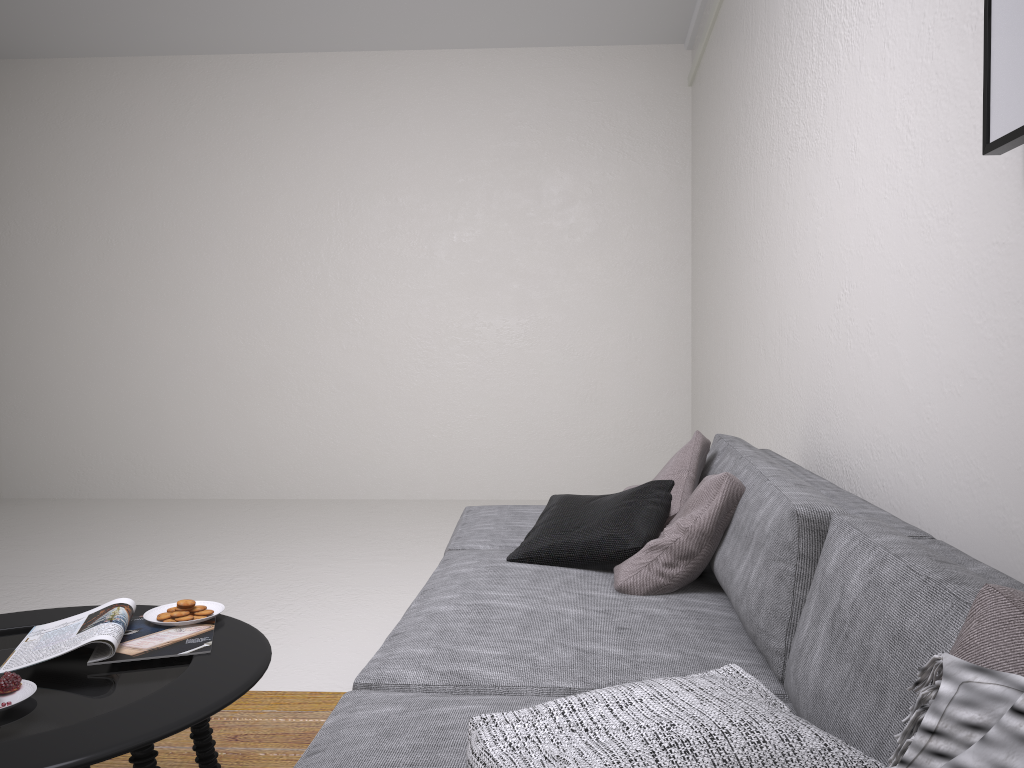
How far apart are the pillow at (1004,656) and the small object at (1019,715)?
0.0 meters

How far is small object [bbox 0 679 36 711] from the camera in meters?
1.5 m

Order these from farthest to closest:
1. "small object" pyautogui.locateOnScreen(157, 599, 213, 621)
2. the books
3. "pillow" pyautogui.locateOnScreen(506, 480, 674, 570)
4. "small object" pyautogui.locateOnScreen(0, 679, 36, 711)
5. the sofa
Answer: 1. "pillow" pyautogui.locateOnScreen(506, 480, 674, 570)
2. "small object" pyautogui.locateOnScreen(157, 599, 213, 621)
3. the books
4. "small object" pyautogui.locateOnScreen(0, 679, 36, 711)
5. the sofa

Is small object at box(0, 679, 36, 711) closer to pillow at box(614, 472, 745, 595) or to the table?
the table

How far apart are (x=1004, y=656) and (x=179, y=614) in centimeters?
173cm

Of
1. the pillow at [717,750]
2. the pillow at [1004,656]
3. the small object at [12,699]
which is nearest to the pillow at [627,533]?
the pillow at [717,750]

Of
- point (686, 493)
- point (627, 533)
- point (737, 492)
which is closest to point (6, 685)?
point (627, 533)

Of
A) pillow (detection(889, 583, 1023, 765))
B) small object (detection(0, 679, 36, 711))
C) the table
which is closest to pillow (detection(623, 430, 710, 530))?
the table

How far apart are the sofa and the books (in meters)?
0.33

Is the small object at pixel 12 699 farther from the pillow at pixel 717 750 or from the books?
the pillow at pixel 717 750
